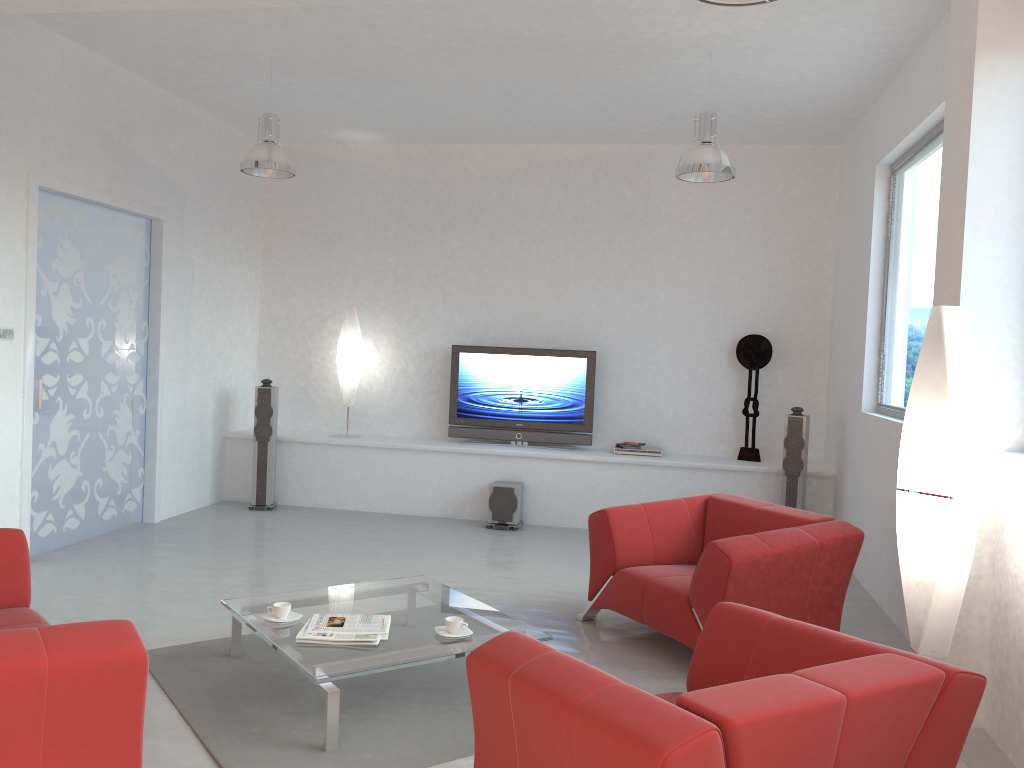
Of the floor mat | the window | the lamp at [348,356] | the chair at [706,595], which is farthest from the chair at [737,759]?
the lamp at [348,356]

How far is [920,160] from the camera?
5.8 meters

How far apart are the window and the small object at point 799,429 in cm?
76

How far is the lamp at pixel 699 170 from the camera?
5.53m

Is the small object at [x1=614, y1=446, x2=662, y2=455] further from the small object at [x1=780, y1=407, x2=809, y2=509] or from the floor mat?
the floor mat

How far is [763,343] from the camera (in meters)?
7.82

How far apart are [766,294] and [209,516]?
5.3 meters

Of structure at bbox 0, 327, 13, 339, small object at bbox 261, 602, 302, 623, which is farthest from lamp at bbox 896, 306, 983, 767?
structure at bbox 0, 327, 13, 339

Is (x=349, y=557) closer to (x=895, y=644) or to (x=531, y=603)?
(x=531, y=603)

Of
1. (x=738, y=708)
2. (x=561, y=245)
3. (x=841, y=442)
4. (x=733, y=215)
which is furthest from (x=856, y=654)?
(x=561, y=245)
